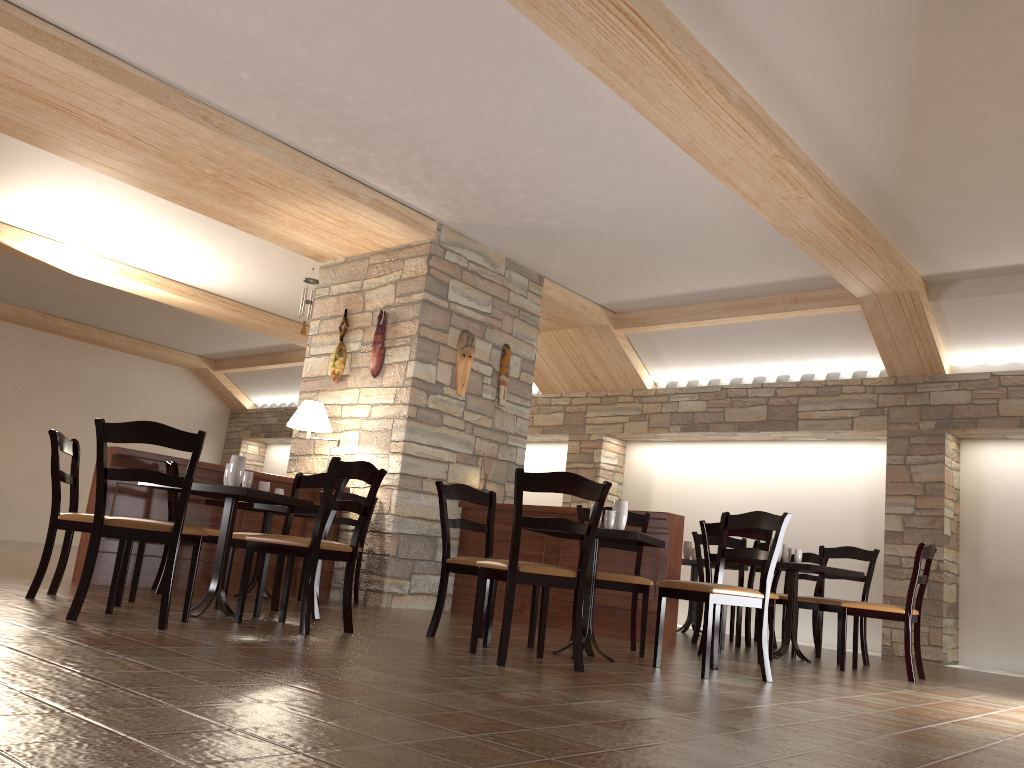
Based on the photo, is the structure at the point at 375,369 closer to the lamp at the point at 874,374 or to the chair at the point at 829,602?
the chair at the point at 829,602

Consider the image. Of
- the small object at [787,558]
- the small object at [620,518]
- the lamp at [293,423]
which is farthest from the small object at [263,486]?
the small object at [787,558]

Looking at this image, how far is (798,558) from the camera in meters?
6.3

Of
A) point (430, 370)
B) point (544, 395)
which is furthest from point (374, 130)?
point (544, 395)

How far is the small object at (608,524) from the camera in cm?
458

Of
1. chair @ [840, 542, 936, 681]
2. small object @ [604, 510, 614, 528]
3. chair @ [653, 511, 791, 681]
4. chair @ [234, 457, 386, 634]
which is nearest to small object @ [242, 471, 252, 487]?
chair @ [234, 457, 386, 634]

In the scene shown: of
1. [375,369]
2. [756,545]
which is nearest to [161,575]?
[375,369]

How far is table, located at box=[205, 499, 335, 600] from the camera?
5.98m

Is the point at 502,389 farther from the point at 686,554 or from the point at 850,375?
the point at 850,375

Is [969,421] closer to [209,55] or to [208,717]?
[209,55]
